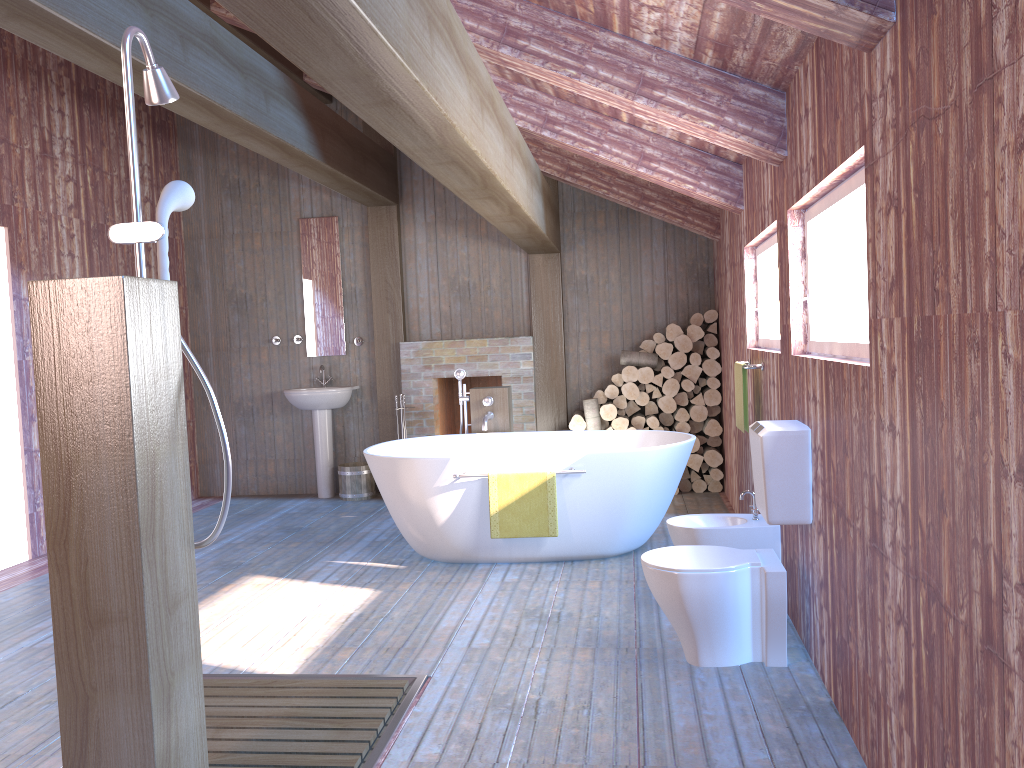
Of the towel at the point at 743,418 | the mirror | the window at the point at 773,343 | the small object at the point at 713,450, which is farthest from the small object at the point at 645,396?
the mirror

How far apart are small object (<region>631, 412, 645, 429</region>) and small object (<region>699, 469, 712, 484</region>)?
0.6m

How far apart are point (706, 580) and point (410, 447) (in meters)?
2.93

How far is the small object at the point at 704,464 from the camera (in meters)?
7.02

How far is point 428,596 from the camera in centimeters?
449cm

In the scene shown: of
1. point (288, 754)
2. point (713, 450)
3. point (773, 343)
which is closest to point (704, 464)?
point (713, 450)

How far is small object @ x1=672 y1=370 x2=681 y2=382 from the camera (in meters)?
6.94

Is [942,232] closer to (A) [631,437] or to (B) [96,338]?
(B) [96,338]

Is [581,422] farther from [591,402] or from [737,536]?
[737,536]

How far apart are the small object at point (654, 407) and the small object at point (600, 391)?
0.4 meters
